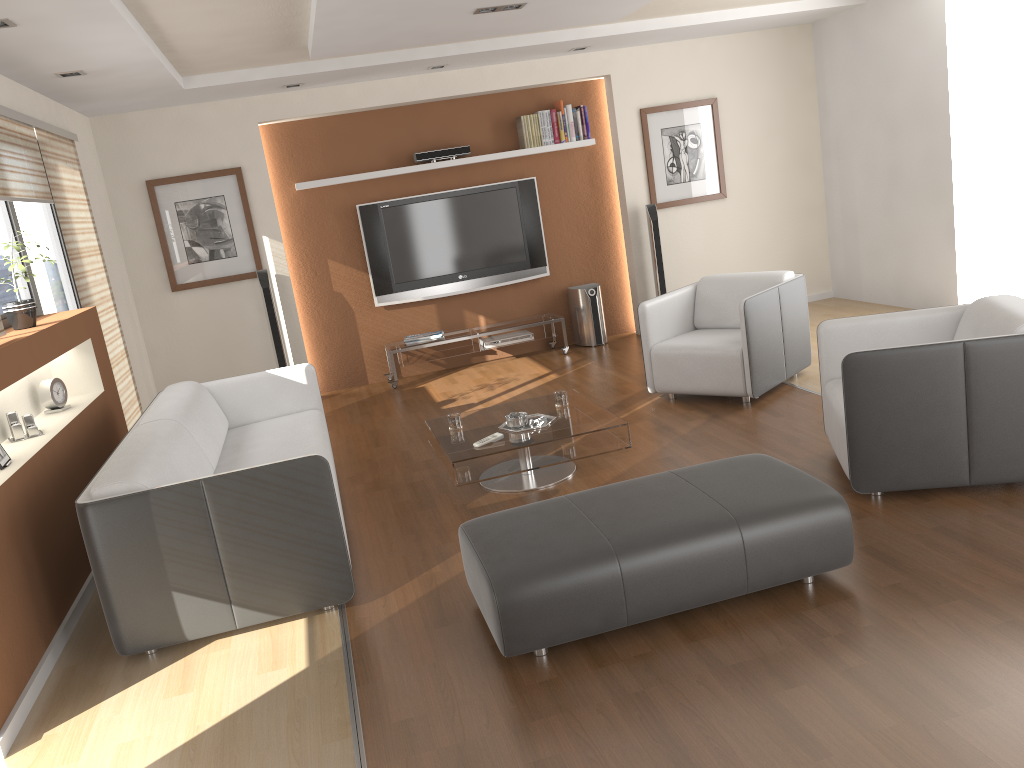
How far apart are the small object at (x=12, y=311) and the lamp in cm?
112

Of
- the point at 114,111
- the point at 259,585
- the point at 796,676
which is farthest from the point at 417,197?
the point at 796,676

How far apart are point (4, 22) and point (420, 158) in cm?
404

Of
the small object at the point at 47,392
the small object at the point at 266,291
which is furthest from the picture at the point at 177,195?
the small object at the point at 47,392

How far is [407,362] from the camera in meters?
7.6

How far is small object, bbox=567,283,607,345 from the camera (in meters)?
7.89

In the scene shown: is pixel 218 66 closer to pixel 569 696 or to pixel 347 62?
pixel 347 62

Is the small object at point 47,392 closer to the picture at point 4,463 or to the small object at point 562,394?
the picture at point 4,463

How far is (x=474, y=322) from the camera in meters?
8.0

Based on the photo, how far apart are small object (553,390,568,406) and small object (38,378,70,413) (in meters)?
2.63
